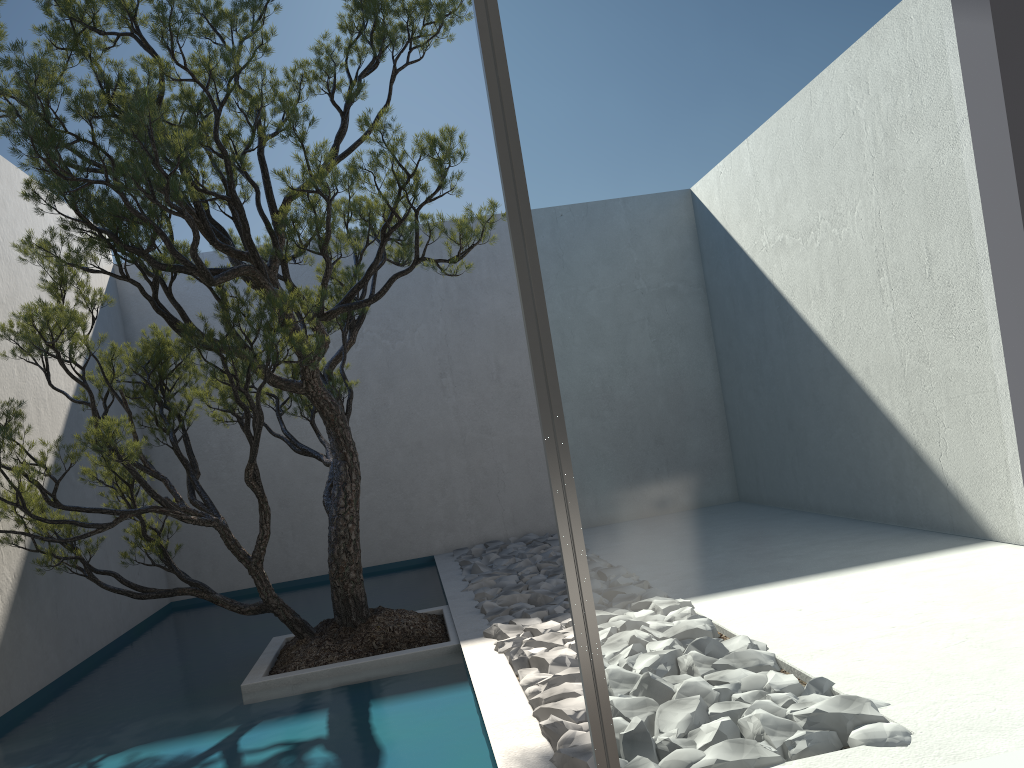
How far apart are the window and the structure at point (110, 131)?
1.84m

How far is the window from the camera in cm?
160

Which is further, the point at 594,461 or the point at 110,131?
the point at 110,131

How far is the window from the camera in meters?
1.6

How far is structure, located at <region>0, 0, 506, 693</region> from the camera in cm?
331

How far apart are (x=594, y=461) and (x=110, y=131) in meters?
2.6

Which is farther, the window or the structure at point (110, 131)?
the structure at point (110, 131)

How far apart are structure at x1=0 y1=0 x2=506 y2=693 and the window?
1.8m

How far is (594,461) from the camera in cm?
160

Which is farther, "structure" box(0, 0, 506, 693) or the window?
"structure" box(0, 0, 506, 693)
